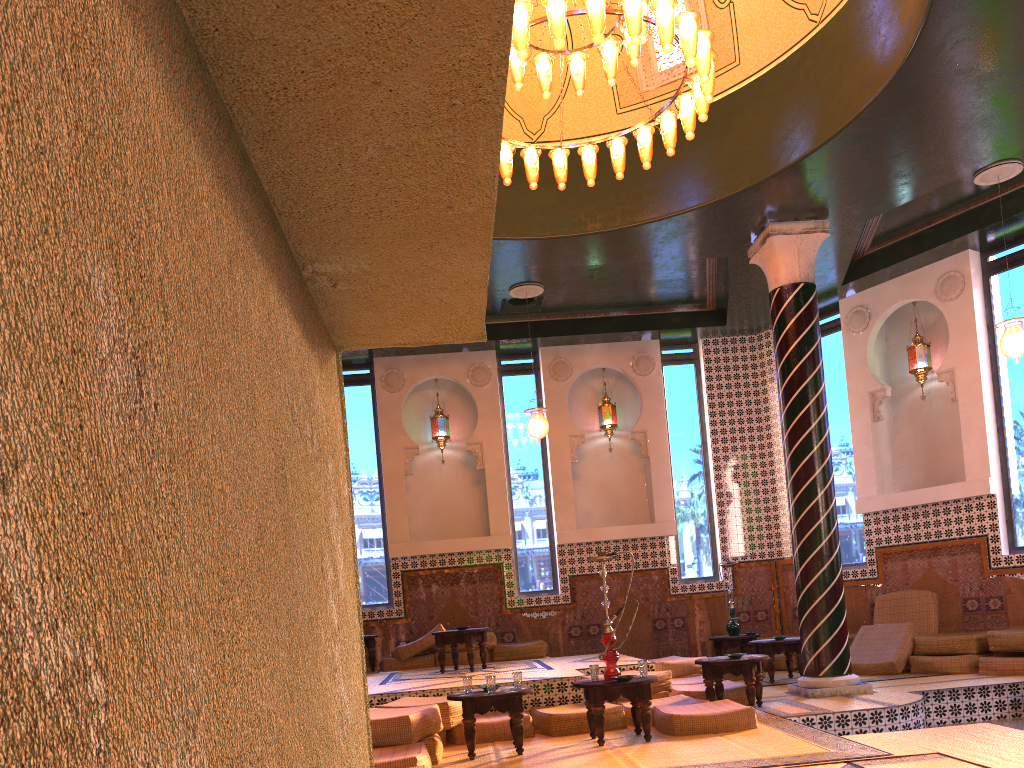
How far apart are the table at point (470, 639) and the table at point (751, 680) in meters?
3.3 m

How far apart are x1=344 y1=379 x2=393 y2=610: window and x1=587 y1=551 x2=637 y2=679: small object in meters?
7.0 m

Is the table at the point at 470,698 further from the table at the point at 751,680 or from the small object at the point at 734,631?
the small object at the point at 734,631

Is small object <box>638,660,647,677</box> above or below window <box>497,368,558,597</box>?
below

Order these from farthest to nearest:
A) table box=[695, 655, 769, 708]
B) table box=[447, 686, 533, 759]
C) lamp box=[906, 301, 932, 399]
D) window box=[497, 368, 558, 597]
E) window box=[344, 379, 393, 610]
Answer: window box=[497, 368, 558, 597], window box=[344, 379, 393, 610], lamp box=[906, 301, 932, 399], table box=[695, 655, 769, 708], table box=[447, 686, 533, 759]

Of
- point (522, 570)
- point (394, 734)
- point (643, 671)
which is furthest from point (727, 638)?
point (394, 734)

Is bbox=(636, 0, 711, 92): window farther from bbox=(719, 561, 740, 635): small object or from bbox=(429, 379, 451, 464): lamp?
bbox=(719, 561, 740, 635): small object

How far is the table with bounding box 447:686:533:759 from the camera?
7.5m

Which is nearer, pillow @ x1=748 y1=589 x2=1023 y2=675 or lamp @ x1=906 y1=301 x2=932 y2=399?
pillow @ x1=748 y1=589 x2=1023 y2=675

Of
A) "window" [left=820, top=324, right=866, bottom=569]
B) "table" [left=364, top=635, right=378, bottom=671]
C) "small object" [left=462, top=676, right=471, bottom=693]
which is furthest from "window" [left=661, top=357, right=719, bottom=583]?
"small object" [left=462, top=676, right=471, bottom=693]
